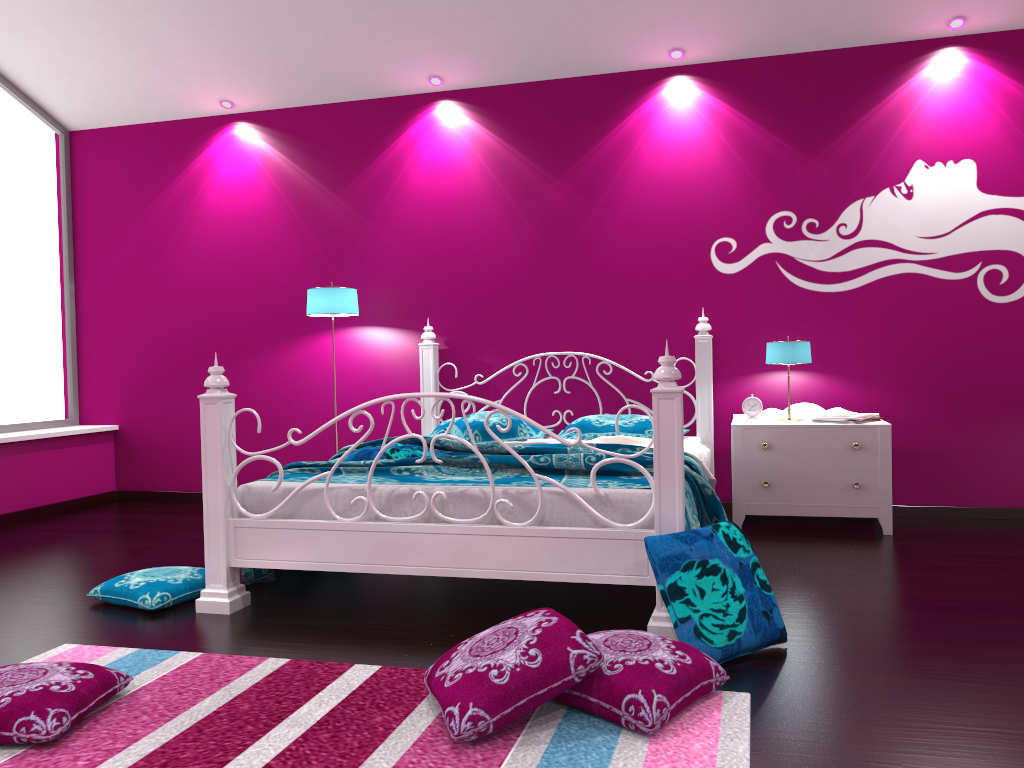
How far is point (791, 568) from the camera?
3.6m

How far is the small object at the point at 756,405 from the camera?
4.7 meters

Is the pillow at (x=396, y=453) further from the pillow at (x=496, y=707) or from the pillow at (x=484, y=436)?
the pillow at (x=496, y=707)

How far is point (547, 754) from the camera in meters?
1.9 m

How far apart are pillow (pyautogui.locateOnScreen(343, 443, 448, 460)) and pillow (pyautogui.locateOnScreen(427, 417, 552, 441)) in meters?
1.0 m

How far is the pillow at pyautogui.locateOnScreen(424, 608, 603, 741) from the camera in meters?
2.0

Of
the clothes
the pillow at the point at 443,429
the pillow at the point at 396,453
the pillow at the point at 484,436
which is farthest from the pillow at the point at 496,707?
the pillow at the point at 443,429

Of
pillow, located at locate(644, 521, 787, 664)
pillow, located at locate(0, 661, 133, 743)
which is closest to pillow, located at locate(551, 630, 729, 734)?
pillow, located at locate(644, 521, 787, 664)

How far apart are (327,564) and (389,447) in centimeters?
76cm

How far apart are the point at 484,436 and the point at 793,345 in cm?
163
